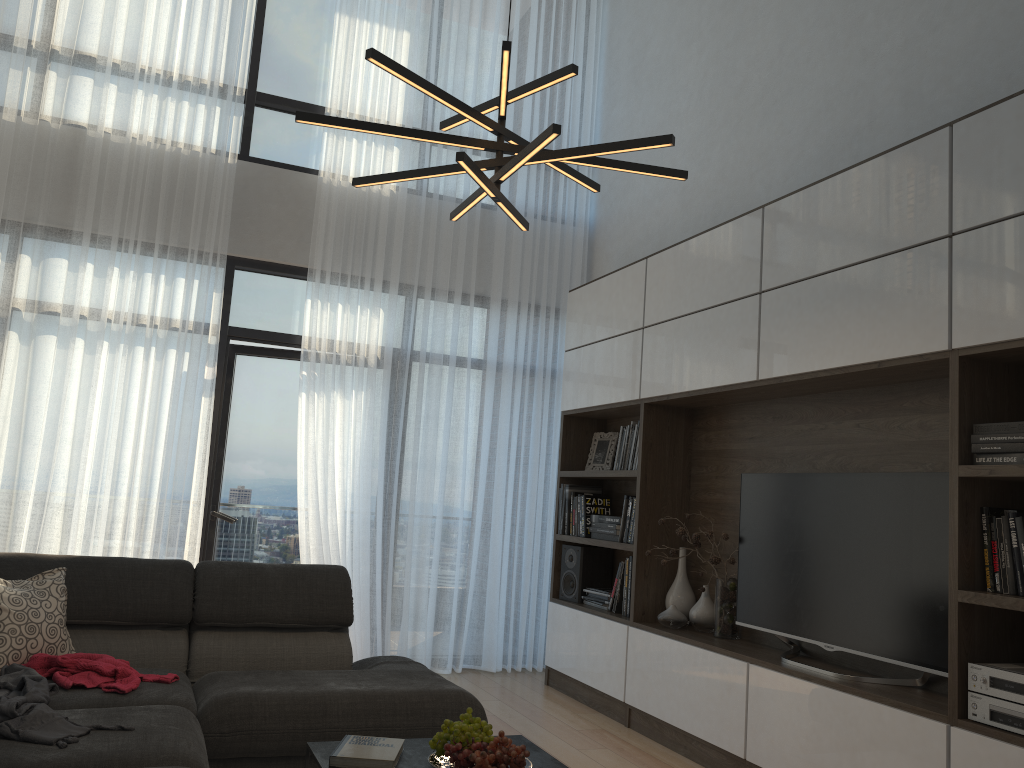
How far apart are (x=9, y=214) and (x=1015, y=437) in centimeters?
496cm

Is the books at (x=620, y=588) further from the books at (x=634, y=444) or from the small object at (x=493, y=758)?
the small object at (x=493, y=758)

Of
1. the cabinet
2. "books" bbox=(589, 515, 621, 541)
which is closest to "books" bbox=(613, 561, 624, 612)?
the cabinet

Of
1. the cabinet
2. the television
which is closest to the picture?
the cabinet

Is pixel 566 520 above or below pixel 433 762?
above

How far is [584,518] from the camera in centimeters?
525cm

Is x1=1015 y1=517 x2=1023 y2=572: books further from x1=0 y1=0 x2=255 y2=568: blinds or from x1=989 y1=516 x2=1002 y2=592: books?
x1=0 y1=0 x2=255 y2=568: blinds

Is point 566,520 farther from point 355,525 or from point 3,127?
point 3,127

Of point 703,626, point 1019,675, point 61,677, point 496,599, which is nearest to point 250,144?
point 496,599

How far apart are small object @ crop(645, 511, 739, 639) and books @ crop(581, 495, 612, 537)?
0.9 meters
